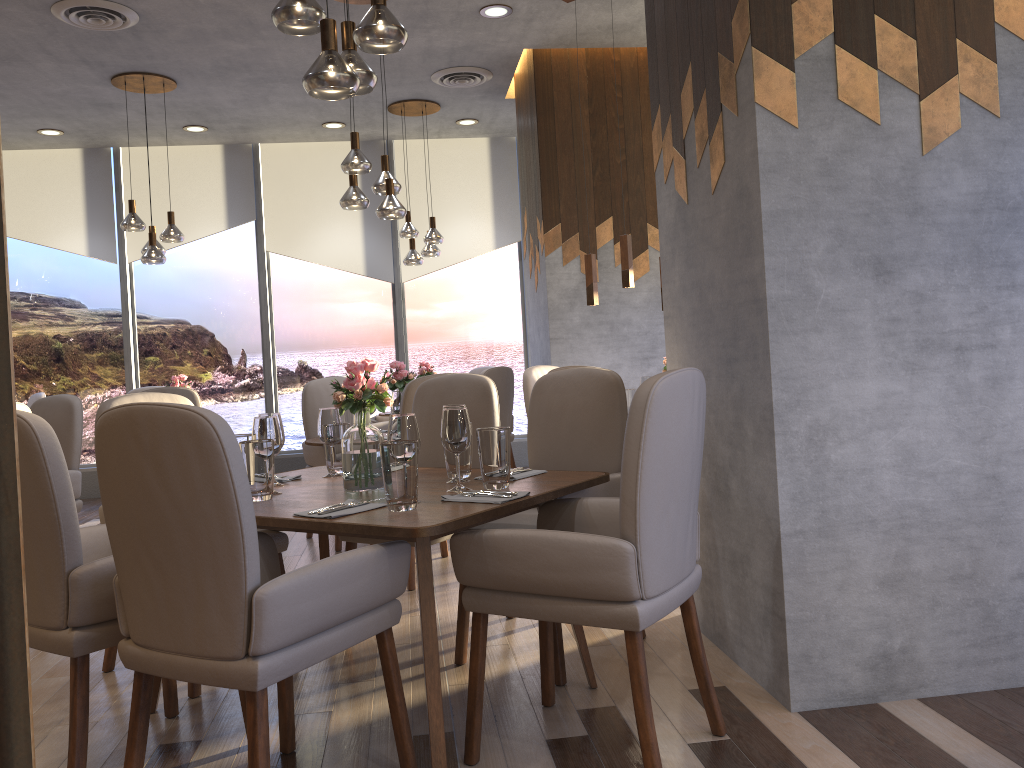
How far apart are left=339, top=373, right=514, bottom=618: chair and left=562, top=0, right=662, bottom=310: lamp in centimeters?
167cm

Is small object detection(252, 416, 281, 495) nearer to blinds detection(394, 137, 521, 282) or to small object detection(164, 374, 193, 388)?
small object detection(164, 374, 193, 388)

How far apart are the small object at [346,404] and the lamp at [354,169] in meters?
2.2

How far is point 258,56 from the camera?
6.0m

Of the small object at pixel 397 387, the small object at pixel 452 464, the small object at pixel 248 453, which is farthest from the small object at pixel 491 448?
the small object at pixel 397 387

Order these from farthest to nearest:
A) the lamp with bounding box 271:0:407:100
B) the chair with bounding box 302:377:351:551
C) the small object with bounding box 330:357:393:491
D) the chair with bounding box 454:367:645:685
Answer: the chair with bounding box 302:377:351:551 → the chair with bounding box 454:367:645:685 → the small object with bounding box 330:357:393:491 → the lamp with bounding box 271:0:407:100

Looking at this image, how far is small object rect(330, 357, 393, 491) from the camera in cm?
272

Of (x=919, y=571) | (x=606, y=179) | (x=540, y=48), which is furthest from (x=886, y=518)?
(x=540, y=48)

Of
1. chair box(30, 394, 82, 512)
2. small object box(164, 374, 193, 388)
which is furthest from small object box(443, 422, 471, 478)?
small object box(164, 374, 193, 388)

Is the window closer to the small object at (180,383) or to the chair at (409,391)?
the small object at (180,383)
